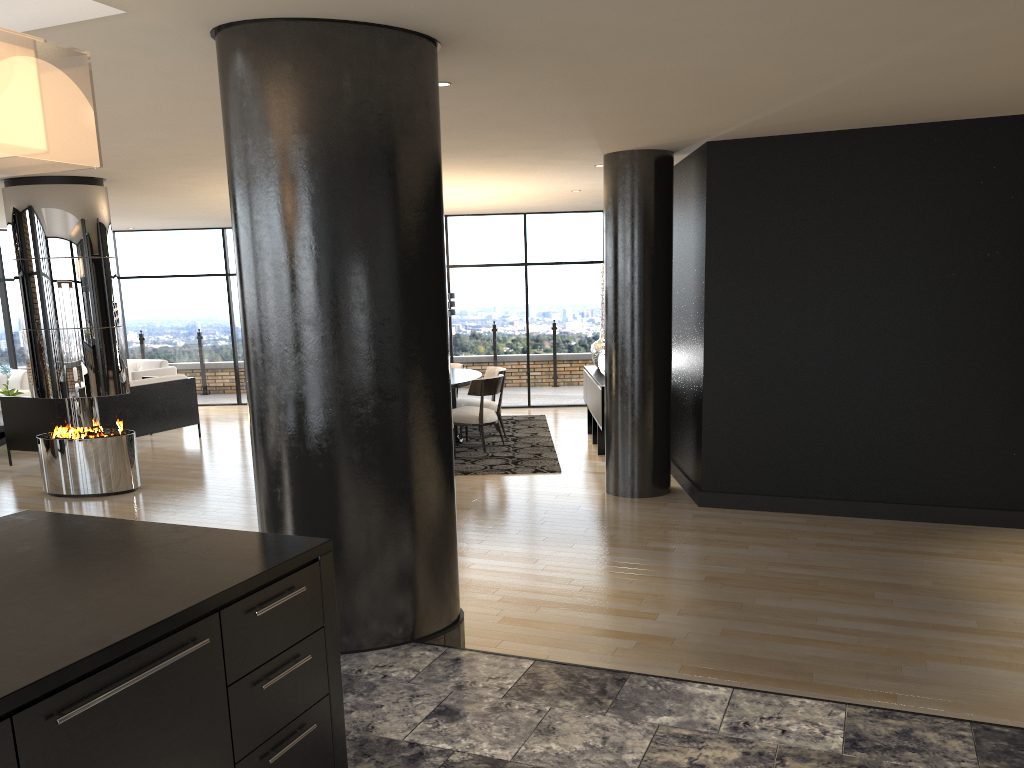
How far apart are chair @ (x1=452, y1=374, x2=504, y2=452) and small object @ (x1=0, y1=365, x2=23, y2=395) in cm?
562

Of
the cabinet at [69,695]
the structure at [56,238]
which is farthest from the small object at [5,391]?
the cabinet at [69,695]

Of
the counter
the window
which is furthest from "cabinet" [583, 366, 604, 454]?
the counter

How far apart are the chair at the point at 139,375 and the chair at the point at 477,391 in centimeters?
517cm

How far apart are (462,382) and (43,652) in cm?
762

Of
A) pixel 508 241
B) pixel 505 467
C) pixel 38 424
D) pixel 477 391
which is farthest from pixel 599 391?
pixel 38 424

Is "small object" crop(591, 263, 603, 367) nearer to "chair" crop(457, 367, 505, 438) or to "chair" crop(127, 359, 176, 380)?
"chair" crop(457, 367, 505, 438)

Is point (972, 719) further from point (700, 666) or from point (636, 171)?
point (636, 171)

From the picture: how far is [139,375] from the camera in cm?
1205

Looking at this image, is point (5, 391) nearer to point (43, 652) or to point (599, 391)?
point (599, 391)
